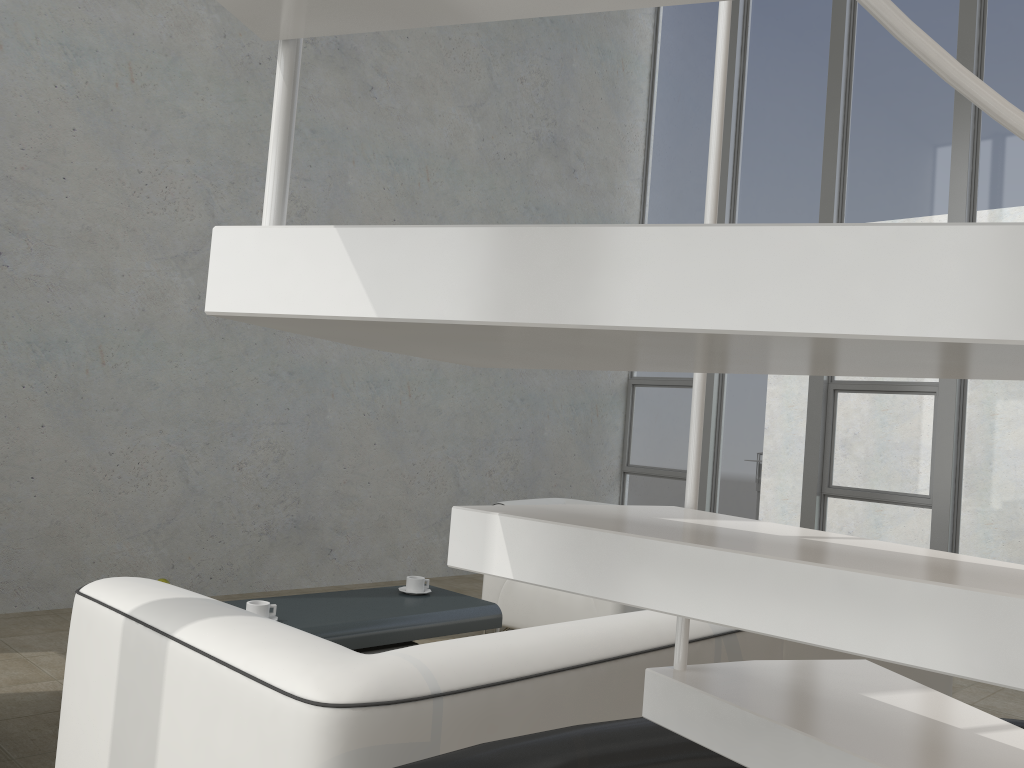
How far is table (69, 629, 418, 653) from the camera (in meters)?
3.09

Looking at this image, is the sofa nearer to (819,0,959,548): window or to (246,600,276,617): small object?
(246,600,276,617): small object

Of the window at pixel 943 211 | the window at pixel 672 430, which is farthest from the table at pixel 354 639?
the window at pixel 672 430

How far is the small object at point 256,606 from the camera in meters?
2.9 m

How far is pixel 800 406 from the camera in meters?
6.7 m

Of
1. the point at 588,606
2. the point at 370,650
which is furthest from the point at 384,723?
the point at 588,606

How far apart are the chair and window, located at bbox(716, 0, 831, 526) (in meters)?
2.56

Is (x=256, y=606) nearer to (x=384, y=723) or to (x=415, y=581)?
(x=415, y=581)

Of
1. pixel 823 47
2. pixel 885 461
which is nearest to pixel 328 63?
pixel 823 47

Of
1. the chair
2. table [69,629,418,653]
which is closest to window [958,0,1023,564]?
the chair
